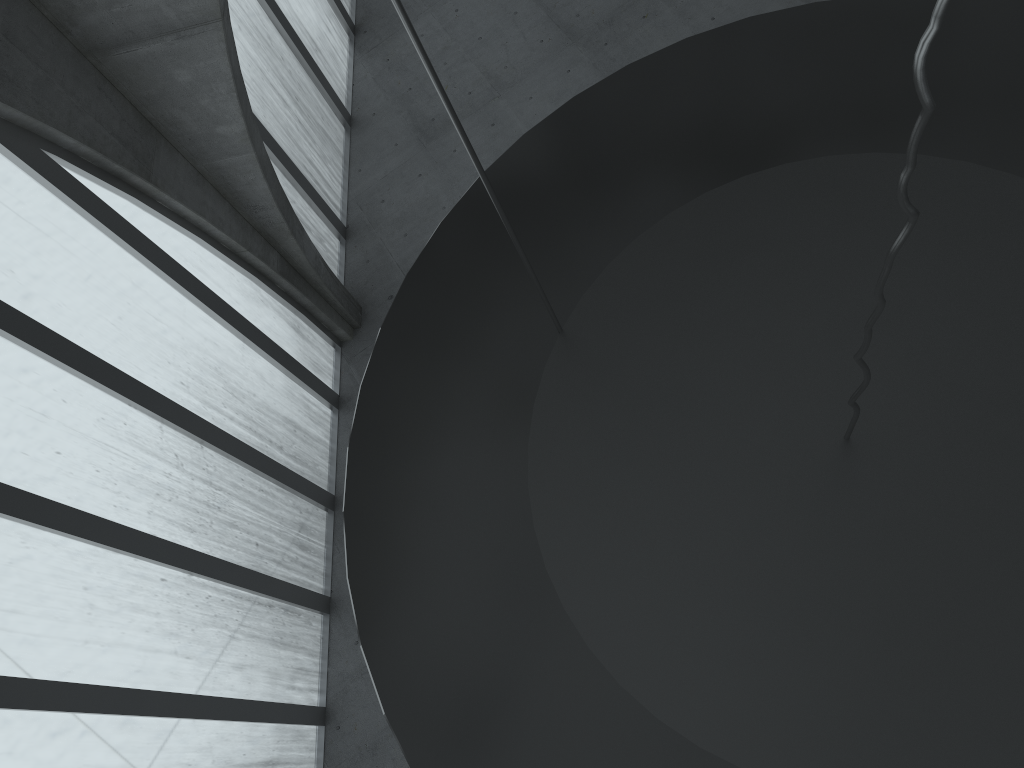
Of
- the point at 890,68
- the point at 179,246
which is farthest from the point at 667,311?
the point at 179,246

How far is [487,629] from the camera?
8.3 meters
